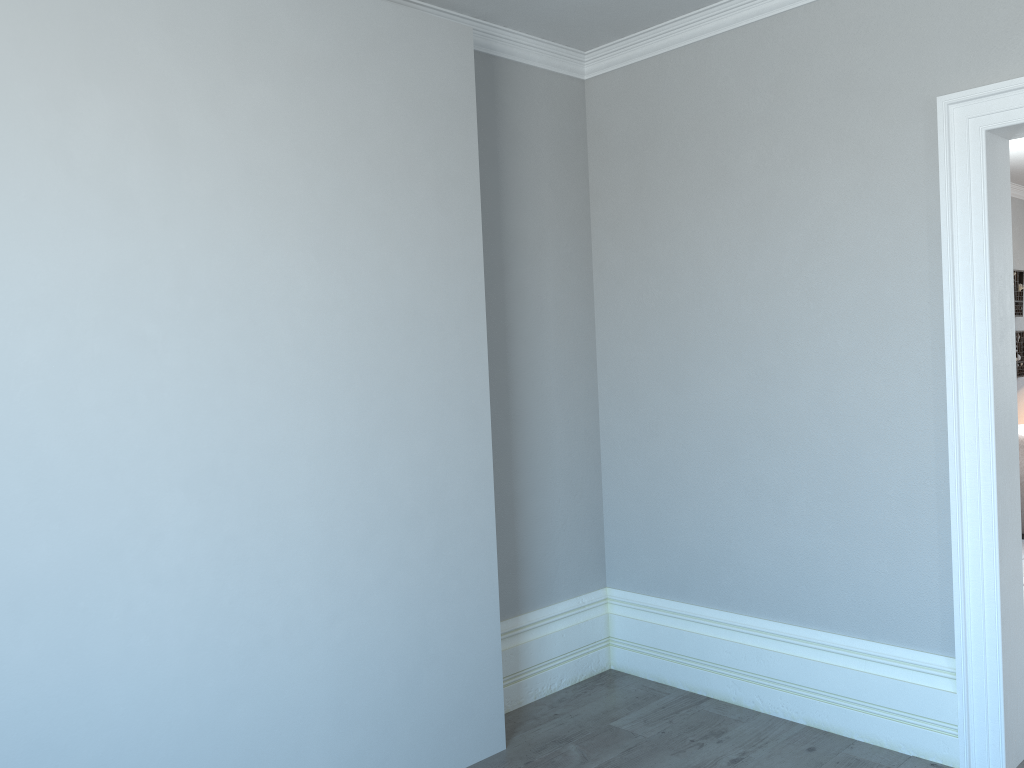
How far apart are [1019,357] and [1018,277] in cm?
71

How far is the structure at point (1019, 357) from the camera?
7.83m

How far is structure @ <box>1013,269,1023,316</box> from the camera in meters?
7.8

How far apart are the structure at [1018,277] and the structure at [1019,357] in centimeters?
19cm

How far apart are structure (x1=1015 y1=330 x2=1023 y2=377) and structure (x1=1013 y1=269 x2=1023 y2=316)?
0.19m

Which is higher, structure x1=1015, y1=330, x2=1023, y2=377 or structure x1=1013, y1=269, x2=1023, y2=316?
structure x1=1013, y1=269, x2=1023, y2=316

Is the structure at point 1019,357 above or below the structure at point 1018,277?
below
